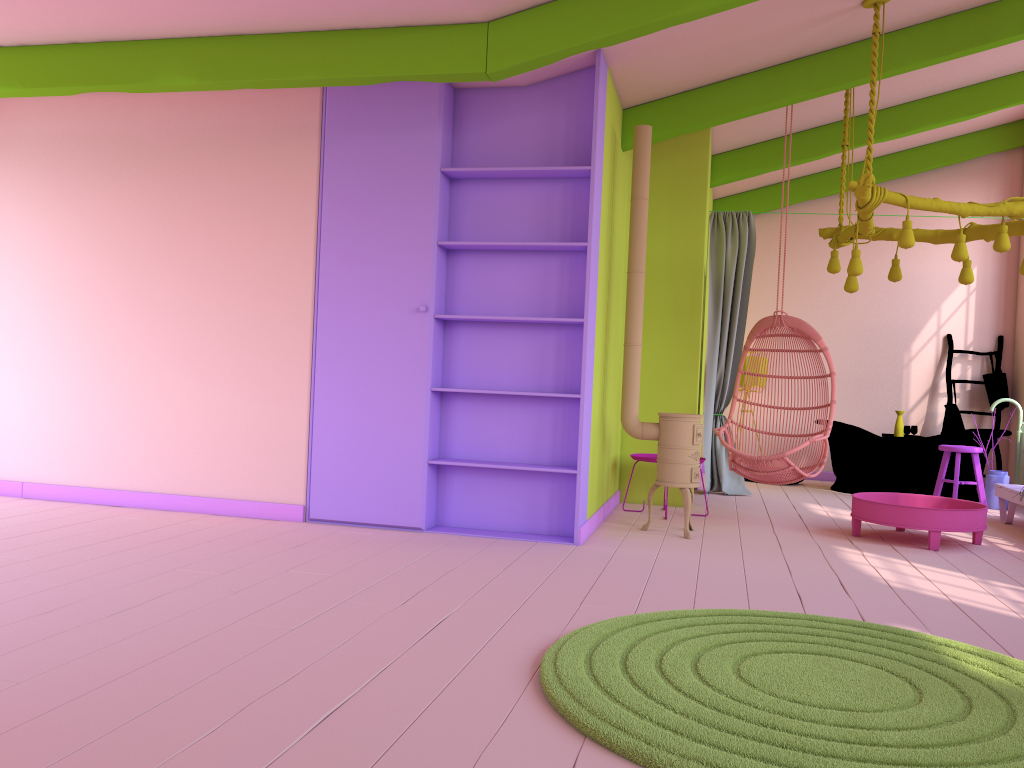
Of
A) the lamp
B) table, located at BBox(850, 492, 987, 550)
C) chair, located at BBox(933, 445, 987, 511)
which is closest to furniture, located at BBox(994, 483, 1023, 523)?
chair, located at BBox(933, 445, 987, 511)

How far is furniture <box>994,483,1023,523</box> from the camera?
7.0m

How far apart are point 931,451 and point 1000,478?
0.7 meters

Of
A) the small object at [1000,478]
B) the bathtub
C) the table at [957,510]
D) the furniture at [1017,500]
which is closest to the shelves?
the table at [957,510]

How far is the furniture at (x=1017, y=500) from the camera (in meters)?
7.05

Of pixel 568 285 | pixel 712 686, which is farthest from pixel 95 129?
pixel 712 686

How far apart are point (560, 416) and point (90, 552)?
2.8m

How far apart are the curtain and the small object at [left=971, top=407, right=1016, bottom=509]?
2.2m

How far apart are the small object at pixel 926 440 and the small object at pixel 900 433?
0.2 meters

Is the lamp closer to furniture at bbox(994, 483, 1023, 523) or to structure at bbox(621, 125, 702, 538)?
structure at bbox(621, 125, 702, 538)
